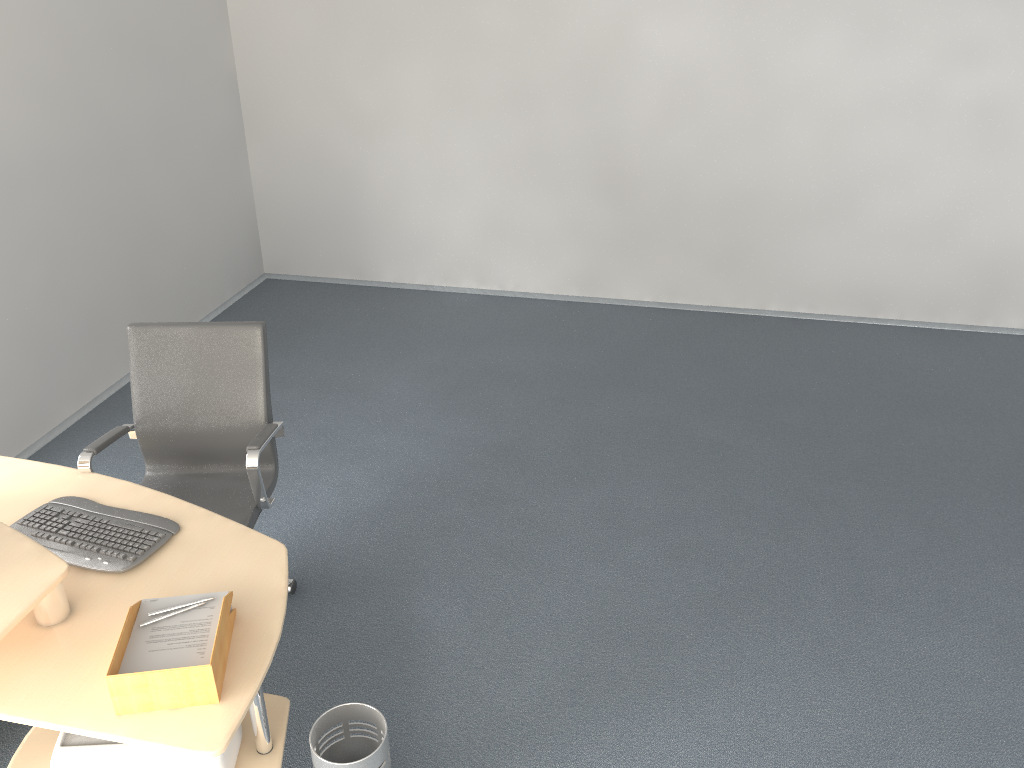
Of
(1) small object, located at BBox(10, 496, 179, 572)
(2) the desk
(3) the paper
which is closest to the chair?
(2) the desk

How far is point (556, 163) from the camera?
5.8m

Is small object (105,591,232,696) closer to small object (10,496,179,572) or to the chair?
small object (10,496,179,572)

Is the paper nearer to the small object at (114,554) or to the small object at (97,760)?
the small object at (114,554)

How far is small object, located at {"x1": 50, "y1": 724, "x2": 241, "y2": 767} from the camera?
2.3 meters

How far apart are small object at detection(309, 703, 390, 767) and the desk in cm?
10

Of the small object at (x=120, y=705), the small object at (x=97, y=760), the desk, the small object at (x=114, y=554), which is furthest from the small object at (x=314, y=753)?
the small object at (x=114, y=554)

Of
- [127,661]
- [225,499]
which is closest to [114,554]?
[127,661]

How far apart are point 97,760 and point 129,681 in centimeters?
48cm

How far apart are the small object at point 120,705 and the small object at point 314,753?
0.4 meters
